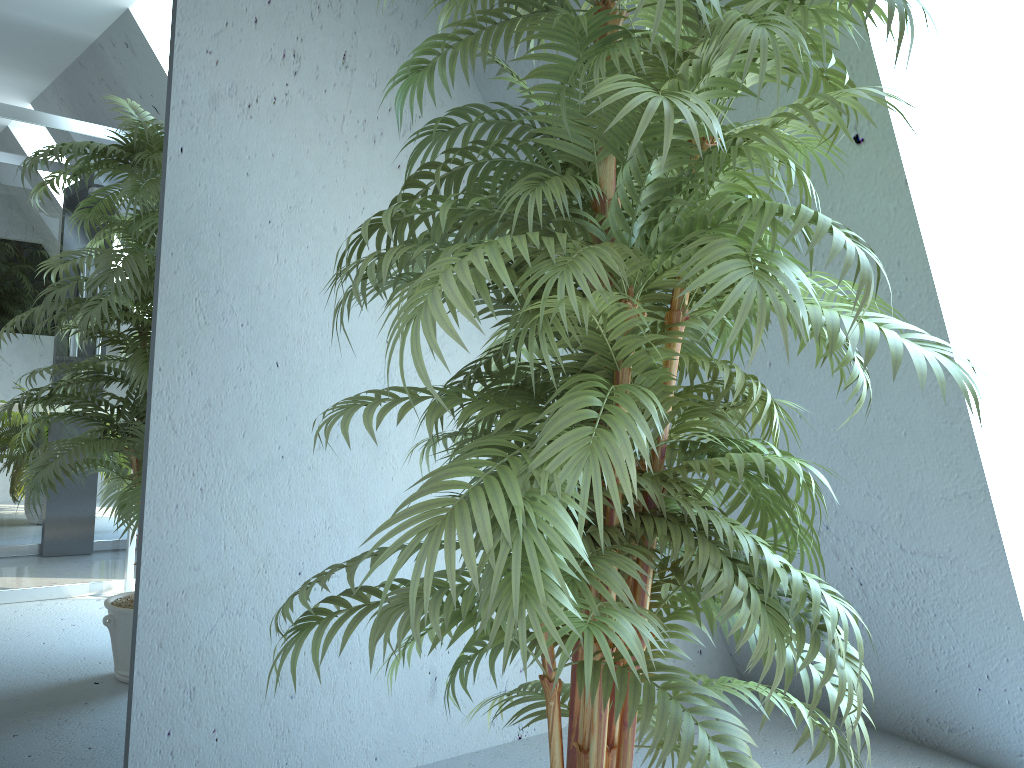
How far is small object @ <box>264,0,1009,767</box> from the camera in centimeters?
99cm

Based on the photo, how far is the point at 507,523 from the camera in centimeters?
99cm

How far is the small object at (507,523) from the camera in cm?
99
